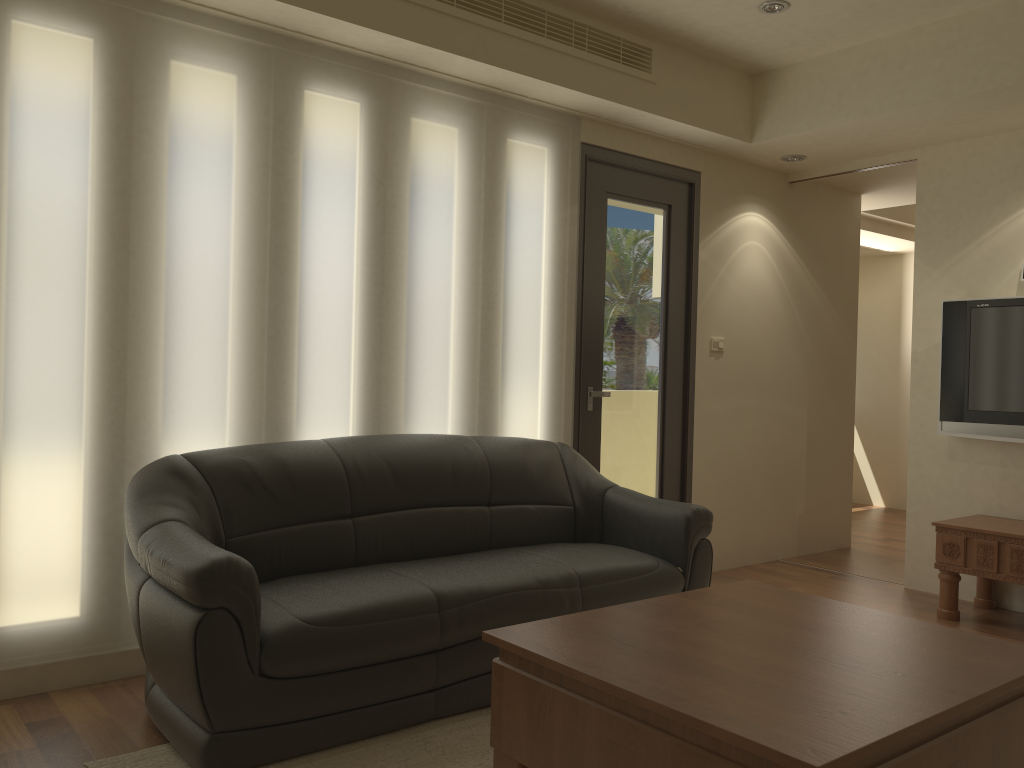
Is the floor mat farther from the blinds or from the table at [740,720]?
the blinds

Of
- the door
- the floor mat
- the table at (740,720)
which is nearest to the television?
the door

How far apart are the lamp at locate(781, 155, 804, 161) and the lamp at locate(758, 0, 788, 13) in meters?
1.3 m

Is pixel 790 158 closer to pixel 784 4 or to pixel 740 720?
pixel 784 4

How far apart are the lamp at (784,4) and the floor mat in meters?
3.4

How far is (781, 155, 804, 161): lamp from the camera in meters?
5.5 m

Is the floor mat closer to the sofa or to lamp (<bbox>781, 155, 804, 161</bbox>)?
the sofa

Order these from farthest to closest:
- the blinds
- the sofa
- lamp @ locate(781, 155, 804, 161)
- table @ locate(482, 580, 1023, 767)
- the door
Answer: lamp @ locate(781, 155, 804, 161), the door, the blinds, the sofa, table @ locate(482, 580, 1023, 767)

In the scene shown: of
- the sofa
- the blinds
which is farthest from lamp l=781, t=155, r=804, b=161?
the sofa

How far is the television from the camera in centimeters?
470cm
